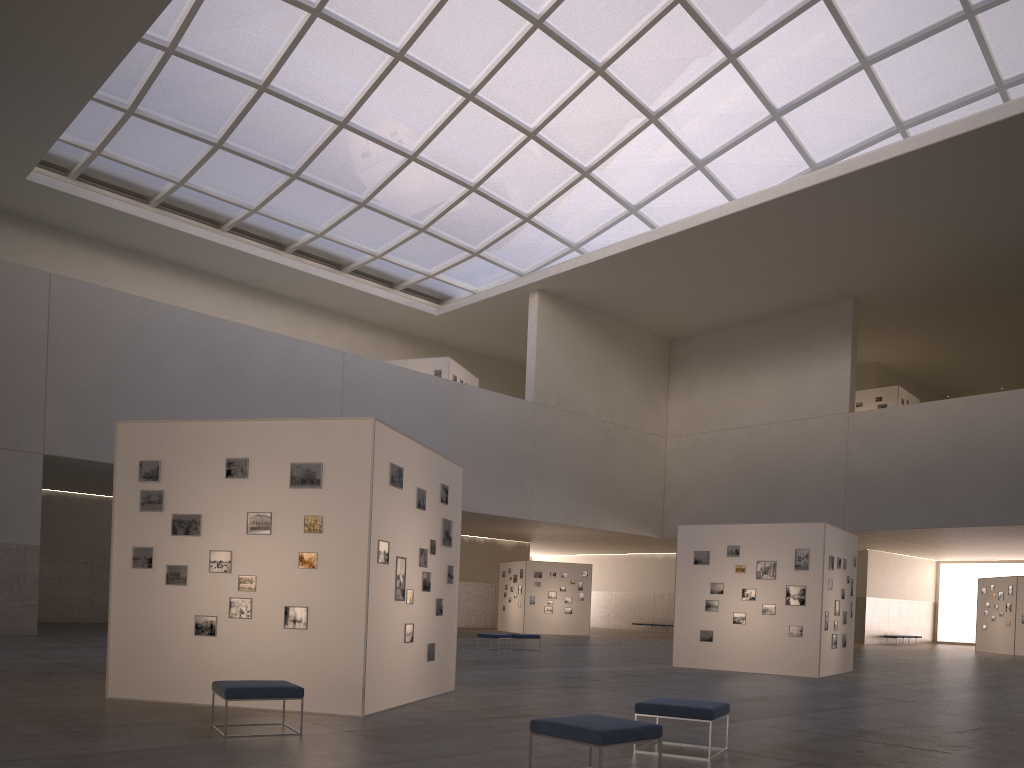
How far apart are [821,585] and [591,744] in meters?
18.8

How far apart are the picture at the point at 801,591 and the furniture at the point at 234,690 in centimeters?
1783cm

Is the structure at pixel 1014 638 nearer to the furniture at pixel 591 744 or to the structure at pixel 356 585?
the structure at pixel 356 585

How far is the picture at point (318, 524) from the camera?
13.25m

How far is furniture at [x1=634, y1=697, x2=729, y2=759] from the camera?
10.09m

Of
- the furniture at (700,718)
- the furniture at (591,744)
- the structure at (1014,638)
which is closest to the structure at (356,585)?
the furniture at (700,718)

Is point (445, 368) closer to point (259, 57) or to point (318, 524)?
point (259, 57)

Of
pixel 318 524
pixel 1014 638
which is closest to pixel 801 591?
pixel 318 524

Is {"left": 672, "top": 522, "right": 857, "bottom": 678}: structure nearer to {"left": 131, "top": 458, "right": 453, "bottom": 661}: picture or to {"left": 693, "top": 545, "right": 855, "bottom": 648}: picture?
{"left": 693, "top": 545, "right": 855, "bottom": 648}: picture

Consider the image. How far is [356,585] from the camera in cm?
1292
